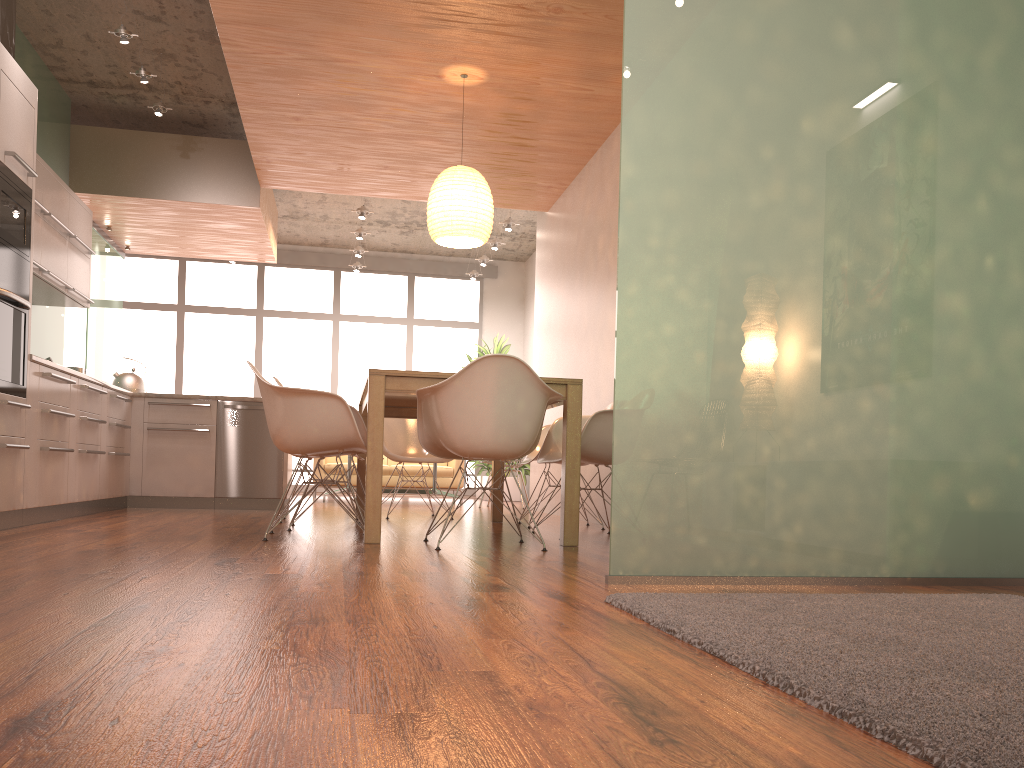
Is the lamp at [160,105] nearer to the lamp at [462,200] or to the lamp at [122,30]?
the lamp at [122,30]

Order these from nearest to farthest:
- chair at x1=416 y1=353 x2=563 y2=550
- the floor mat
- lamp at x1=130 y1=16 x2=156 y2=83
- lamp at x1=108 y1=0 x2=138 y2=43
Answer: the floor mat, chair at x1=416 y1=353 x2=563 y2=550, lamp at x1=108 y1=0 x2=138 y2=43, lamp at x1=130 y1=16 x2=156 y2=83

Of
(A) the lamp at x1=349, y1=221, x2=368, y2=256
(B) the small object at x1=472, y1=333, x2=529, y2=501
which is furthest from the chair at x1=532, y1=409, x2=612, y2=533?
(A) the lamp at x1=349, y1=221, x2=368, y2=256

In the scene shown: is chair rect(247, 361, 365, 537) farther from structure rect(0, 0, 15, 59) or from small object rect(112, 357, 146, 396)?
small object rect(112, 357, 146, 396)

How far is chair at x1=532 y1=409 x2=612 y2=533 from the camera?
4.7m

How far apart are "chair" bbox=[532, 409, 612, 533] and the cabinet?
2.7m

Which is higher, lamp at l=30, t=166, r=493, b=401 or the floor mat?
lamp at l=30, t=166, r=493, b=401

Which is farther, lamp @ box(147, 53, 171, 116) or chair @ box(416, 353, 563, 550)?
lamp @ box(147, 53, 171, 116)

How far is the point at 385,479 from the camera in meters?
10.4

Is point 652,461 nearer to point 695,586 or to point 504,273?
point 695,586
